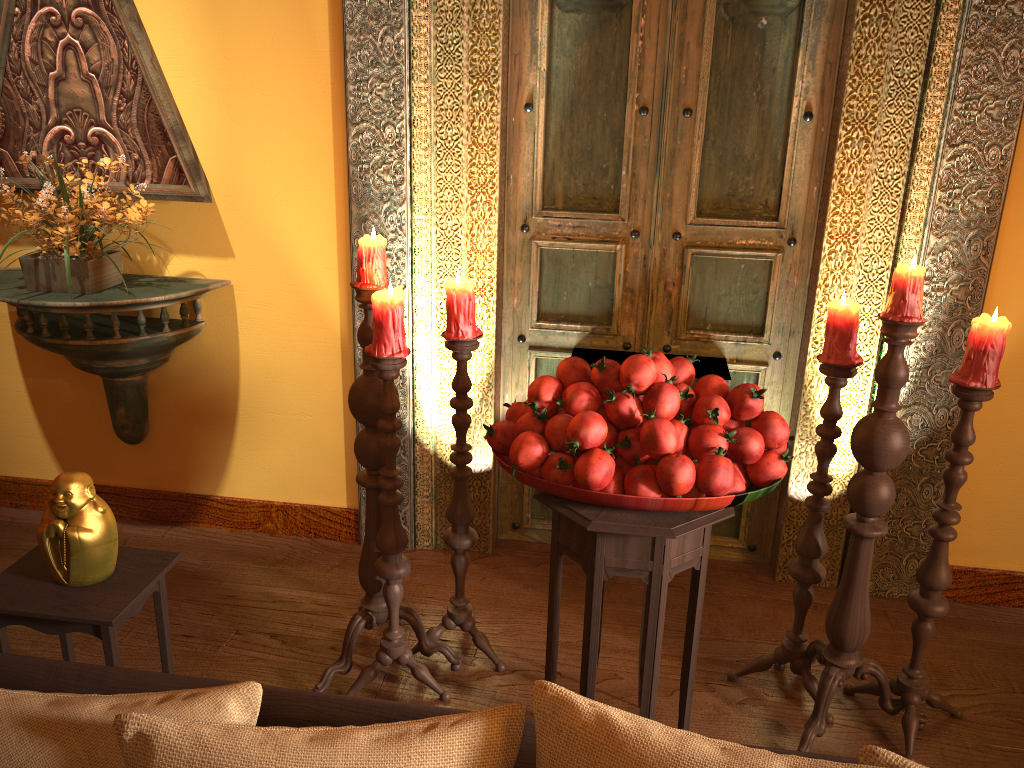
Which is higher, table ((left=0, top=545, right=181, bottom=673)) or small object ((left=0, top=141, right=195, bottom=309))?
small object ((left=0, top=141, right=195, bottom=309))

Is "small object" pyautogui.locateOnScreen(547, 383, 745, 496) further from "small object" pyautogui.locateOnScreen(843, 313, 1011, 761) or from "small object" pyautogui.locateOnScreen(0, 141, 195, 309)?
"small object" pyautogui.locateOnScreen(0, 141, 195, 309)

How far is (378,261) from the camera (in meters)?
2.15

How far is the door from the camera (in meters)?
2.62

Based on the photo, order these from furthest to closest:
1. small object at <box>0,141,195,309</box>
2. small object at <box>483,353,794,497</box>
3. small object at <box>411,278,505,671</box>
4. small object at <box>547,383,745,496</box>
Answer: small object at <box>0,141,195,309</box> < small object at <box>411,278,505,671</box> < small object at <box>547,383,745,496</box> < small object at <box>483,353,794,497</box>

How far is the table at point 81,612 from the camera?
2.0 meters

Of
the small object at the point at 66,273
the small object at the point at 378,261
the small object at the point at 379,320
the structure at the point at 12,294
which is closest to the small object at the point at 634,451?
the small object at the point at 379,320

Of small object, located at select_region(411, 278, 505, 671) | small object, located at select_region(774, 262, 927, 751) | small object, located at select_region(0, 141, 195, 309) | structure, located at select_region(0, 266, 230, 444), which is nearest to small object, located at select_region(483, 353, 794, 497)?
small object, located at select_region(774, 262, 927, 751)

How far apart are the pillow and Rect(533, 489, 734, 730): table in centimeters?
81cm

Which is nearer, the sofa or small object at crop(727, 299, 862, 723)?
the sofa
